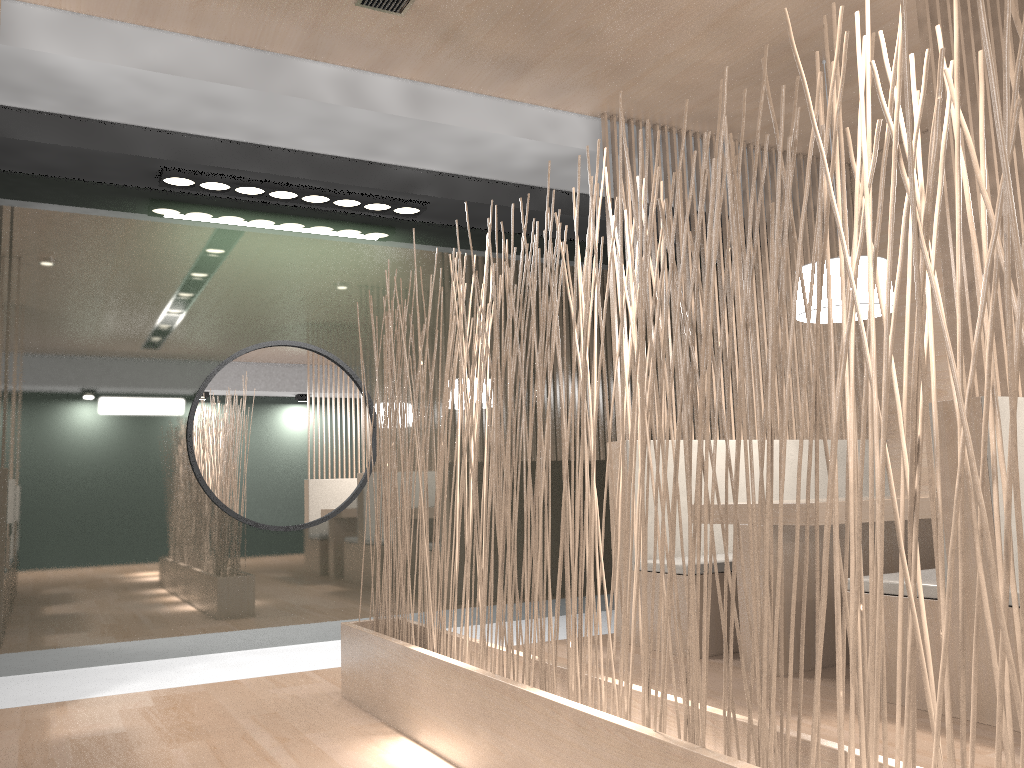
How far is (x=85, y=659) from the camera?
2.5m

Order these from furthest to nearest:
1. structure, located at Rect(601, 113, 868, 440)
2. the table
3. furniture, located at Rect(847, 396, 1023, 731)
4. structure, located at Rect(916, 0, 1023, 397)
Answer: structure, located at Rect(601, 113, 868, 440) → the table → structure, located at Rect(916, 0, 1023, 397) → furniture, located at Rect(847, 396, 1023, 731)

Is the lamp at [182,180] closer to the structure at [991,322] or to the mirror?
the mirror

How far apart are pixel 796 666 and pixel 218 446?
1.7m

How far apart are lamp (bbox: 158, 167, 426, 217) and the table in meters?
1.4 m

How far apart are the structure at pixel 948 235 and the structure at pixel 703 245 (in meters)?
1.10

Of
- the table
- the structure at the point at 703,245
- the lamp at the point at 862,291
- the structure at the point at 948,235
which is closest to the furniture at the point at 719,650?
the structure at the point at 703,245

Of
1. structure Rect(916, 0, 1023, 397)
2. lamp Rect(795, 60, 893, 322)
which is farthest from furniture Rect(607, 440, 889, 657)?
structure Rect(916, 0, 1023, 397)

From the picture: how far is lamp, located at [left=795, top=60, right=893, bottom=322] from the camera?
2.25m

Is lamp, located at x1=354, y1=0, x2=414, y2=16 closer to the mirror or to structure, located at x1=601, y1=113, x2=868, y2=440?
structure, located at x1=601, y1=113, x2=868, y2=440
